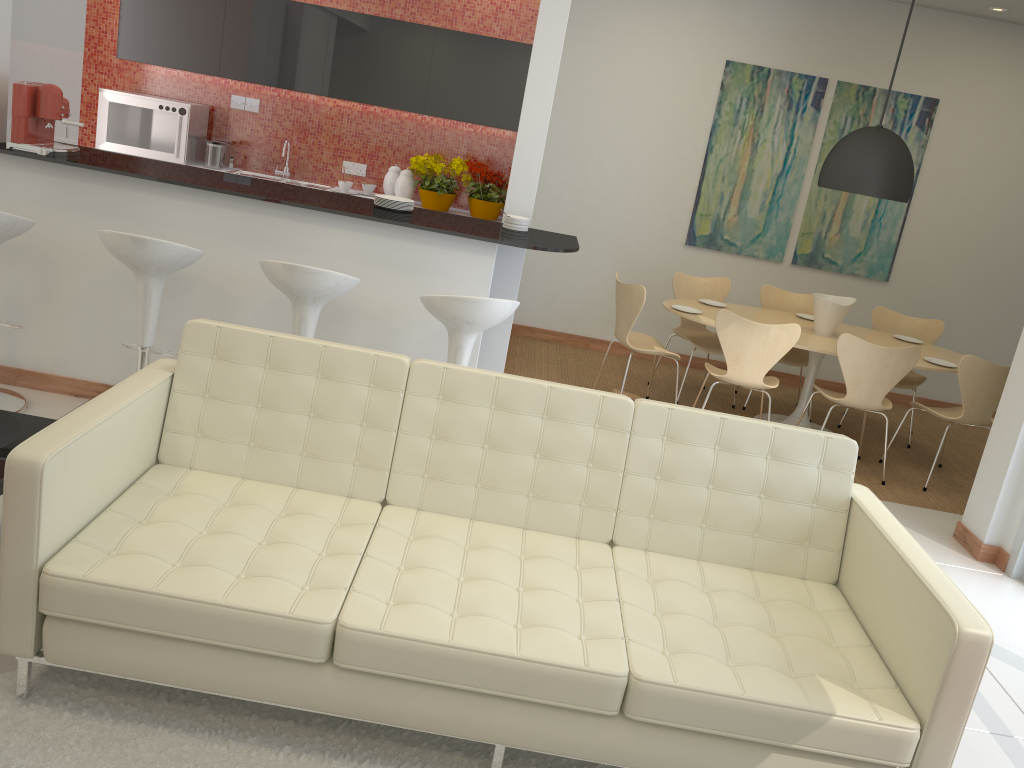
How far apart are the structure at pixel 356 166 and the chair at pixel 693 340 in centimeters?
271cm

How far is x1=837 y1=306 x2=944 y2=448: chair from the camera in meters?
6.6 m

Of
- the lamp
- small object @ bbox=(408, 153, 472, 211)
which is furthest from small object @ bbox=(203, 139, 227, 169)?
the lamp

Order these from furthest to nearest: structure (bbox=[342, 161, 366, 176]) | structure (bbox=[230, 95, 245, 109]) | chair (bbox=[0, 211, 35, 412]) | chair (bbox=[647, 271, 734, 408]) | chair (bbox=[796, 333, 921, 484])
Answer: structure (bbox=[342, 161, 366, 176]), structure (bbox=[230, 95, 245, 109]), chair (bbox=[647, 271, 734, 408]), chair (bbox=[796, 333, 921, 484]), chair (bbox=[0, 211, 35, 412])

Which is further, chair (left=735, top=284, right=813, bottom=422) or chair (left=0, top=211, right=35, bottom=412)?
chair (left=735, top=284, right=813, bottom=422)

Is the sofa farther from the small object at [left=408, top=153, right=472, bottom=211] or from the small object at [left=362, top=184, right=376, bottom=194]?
the small object at [left=362, top=184, right=376, bottom=194]

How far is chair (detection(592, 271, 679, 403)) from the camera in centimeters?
574cm

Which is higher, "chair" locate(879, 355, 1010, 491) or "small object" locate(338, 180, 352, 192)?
"small object" locate(338, 180, 352, 192)

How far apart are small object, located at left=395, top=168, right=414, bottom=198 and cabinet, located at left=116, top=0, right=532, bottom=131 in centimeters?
48cm

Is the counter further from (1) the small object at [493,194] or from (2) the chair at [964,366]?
(2) the chair at [964,366]
